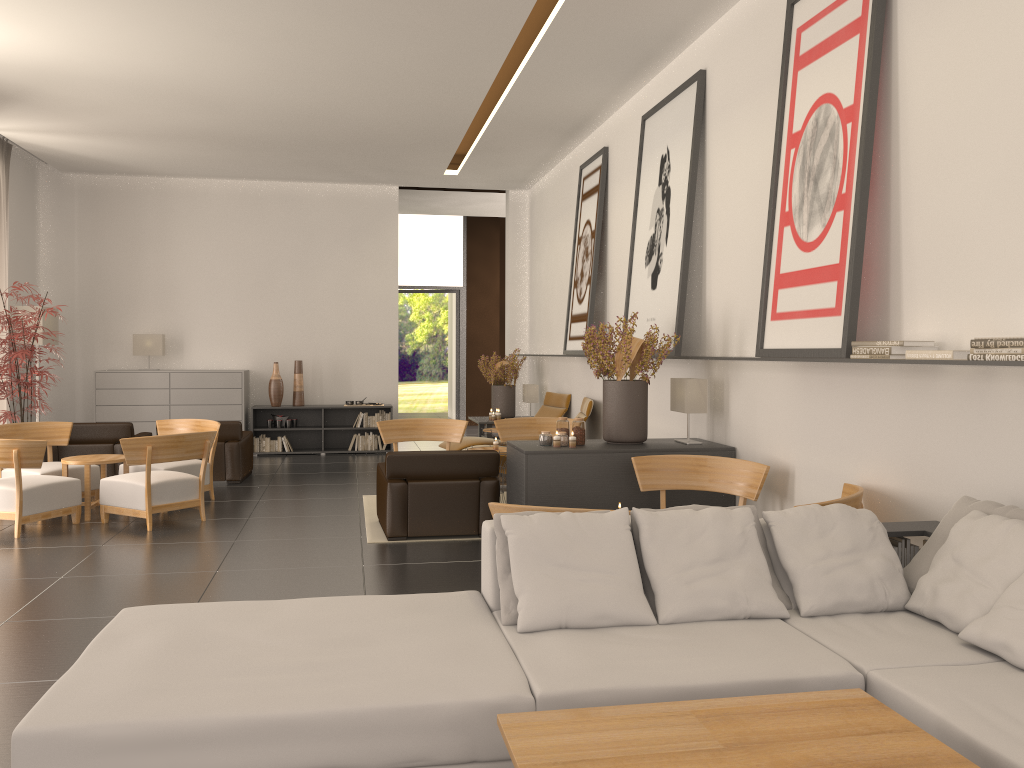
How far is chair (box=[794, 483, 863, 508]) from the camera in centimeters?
664cm

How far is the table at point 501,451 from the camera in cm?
1268

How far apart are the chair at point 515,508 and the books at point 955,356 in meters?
2.9 m

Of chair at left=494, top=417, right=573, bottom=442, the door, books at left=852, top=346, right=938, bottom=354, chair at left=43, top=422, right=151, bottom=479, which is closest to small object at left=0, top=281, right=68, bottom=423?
chair at left=43, top=422, right=151, bottom=479

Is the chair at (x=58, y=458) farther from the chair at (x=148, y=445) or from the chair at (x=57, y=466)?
the chair at (x=148, y=445)

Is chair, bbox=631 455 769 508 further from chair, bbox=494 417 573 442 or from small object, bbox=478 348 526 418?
small object, bbox=478 348 526 418

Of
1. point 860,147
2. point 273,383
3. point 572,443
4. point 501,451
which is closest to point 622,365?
point 572,443

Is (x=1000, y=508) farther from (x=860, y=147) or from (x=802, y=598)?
(x=860, y=147)

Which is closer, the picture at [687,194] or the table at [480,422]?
the picture at [687,194]

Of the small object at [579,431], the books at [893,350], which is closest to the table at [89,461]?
the small object at [579,431]
